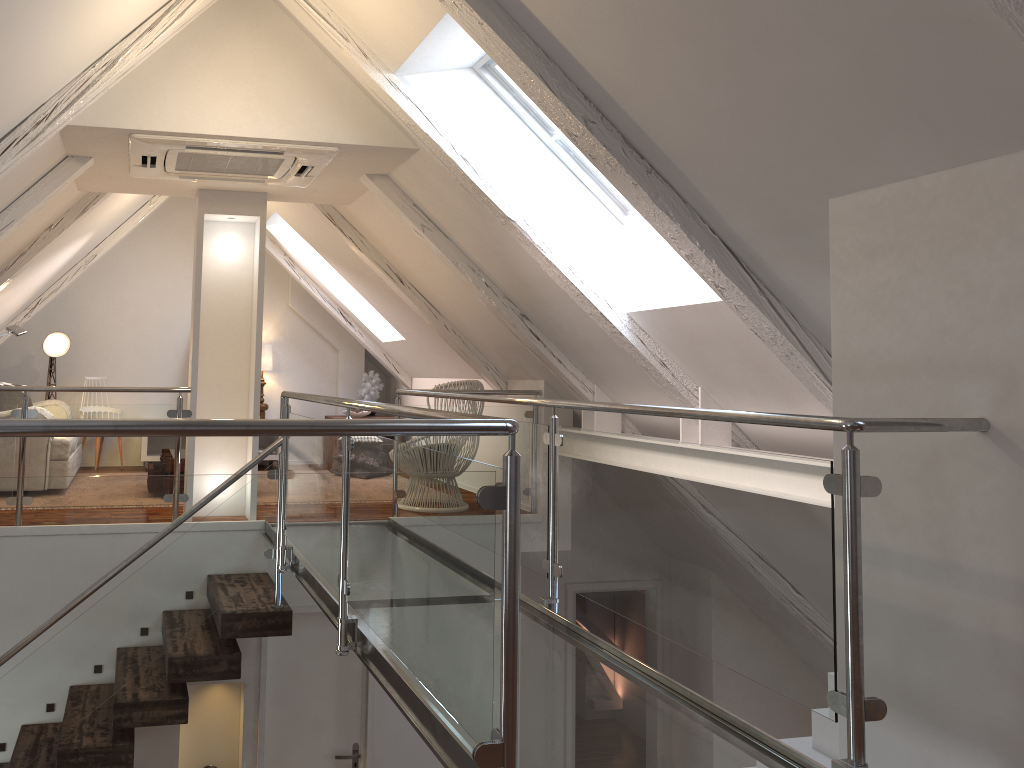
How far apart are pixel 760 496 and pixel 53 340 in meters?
6.0 m

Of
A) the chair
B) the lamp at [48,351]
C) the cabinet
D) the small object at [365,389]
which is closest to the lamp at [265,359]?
the cabinet

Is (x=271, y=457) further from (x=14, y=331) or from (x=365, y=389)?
(x=14, y=331)

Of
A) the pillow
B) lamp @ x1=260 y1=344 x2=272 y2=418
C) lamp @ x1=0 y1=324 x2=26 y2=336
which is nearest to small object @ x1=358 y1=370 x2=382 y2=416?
lamp @ x1=260 y1=344 x2=272 y2=418

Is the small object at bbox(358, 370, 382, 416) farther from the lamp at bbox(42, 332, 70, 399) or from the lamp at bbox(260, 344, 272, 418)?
the lamp at bbox(42, 332, 70, 399)

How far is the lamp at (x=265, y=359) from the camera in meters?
7.3

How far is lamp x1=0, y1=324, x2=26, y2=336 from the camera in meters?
5.0

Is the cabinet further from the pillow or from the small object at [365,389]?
the pillow

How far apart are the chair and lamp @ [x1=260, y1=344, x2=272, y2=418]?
2.6 meters

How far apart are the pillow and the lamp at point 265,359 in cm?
184
